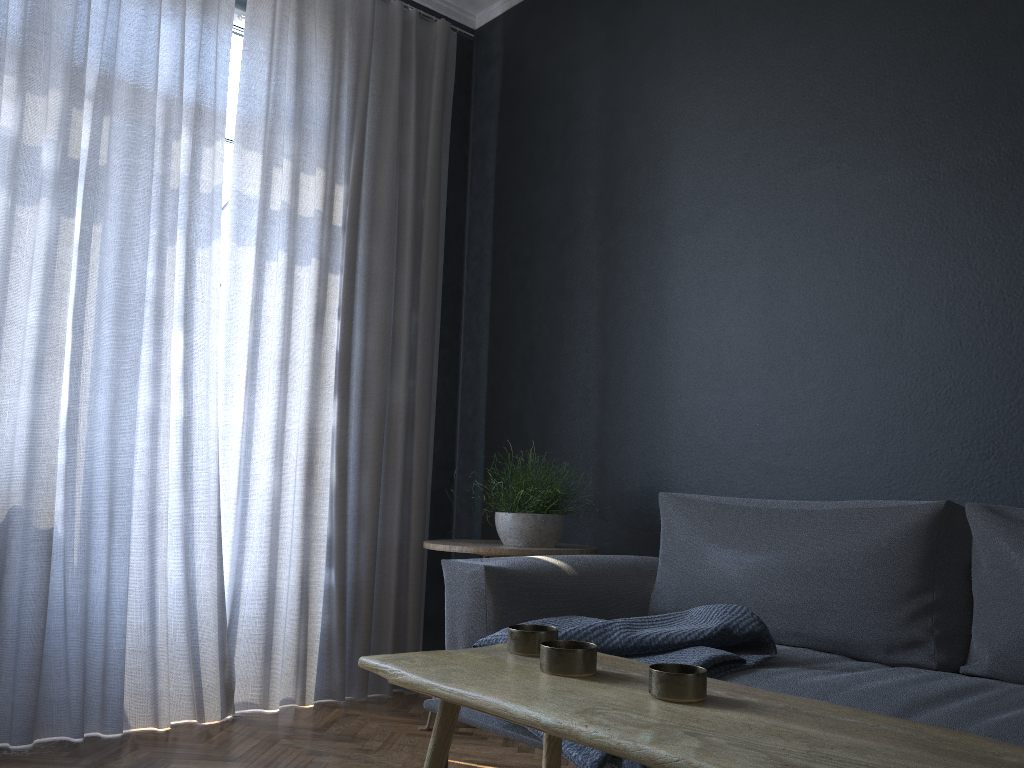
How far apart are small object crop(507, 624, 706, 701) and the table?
0.01m

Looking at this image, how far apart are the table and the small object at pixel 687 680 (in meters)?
0.01

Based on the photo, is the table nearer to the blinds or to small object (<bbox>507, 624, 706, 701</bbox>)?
small object (<bbox>507, 624, 706, 701</bbox>)

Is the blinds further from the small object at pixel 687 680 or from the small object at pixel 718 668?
the small object at pixel 687 680

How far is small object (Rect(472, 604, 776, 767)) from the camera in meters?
1.8 m

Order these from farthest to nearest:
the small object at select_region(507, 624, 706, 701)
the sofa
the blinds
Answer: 1. the blinds
2. the sofa
3. the small object at select_region(507, 624, 706, 701)

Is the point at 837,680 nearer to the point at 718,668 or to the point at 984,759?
the point at 718,668

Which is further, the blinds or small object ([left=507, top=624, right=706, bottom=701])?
the blinds

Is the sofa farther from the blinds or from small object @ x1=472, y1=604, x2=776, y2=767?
the blinds

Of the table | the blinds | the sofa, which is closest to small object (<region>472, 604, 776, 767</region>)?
the sofa
